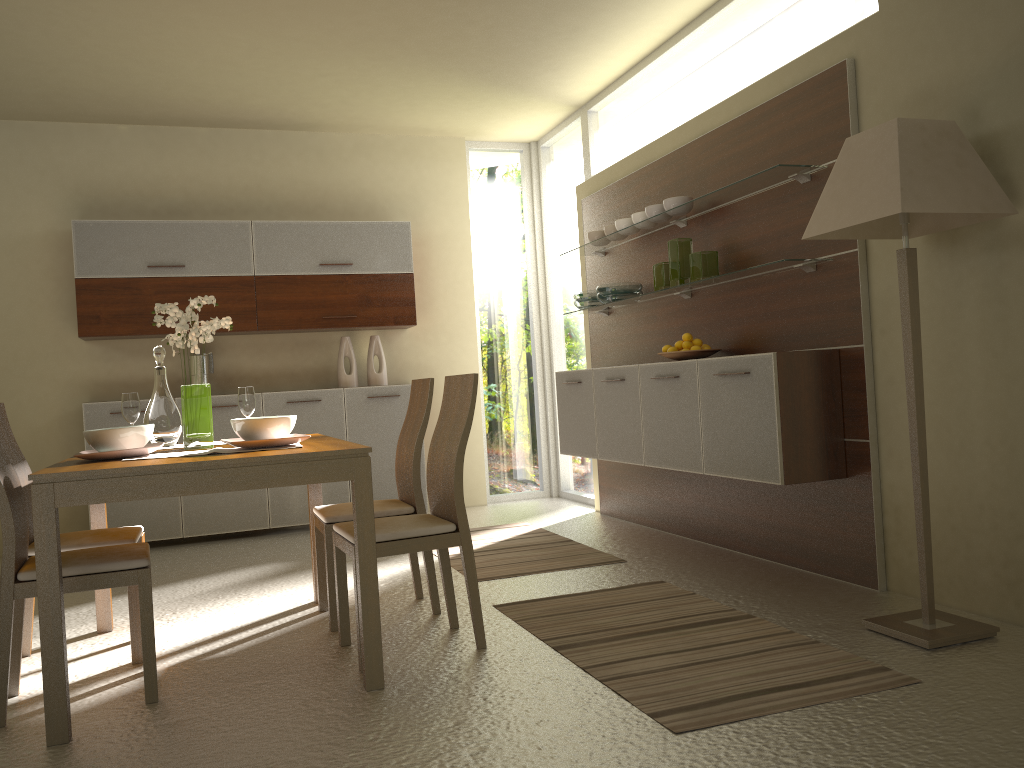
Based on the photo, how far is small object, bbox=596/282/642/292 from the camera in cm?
538

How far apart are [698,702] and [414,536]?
1.1m

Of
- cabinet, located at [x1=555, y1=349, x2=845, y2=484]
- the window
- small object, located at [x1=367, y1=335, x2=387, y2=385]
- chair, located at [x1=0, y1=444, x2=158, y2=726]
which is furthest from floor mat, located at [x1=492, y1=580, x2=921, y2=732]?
small object, located at [x1=367, y1=335, x2=387, y2=385]

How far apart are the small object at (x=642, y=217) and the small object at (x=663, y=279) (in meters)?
0.35

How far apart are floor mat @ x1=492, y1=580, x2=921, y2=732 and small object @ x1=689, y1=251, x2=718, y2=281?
1.6 meters

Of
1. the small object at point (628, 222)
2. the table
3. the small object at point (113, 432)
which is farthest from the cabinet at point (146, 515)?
the small object at point (113, 432)

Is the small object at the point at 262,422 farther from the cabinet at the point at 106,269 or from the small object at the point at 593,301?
the cabinet at the point at 106,269

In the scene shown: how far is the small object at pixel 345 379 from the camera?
6.61m

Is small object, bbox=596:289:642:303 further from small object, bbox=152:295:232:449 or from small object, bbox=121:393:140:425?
small object, bbox=121:393:140:425

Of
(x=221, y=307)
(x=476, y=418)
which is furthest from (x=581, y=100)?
(x=221, y=307)
